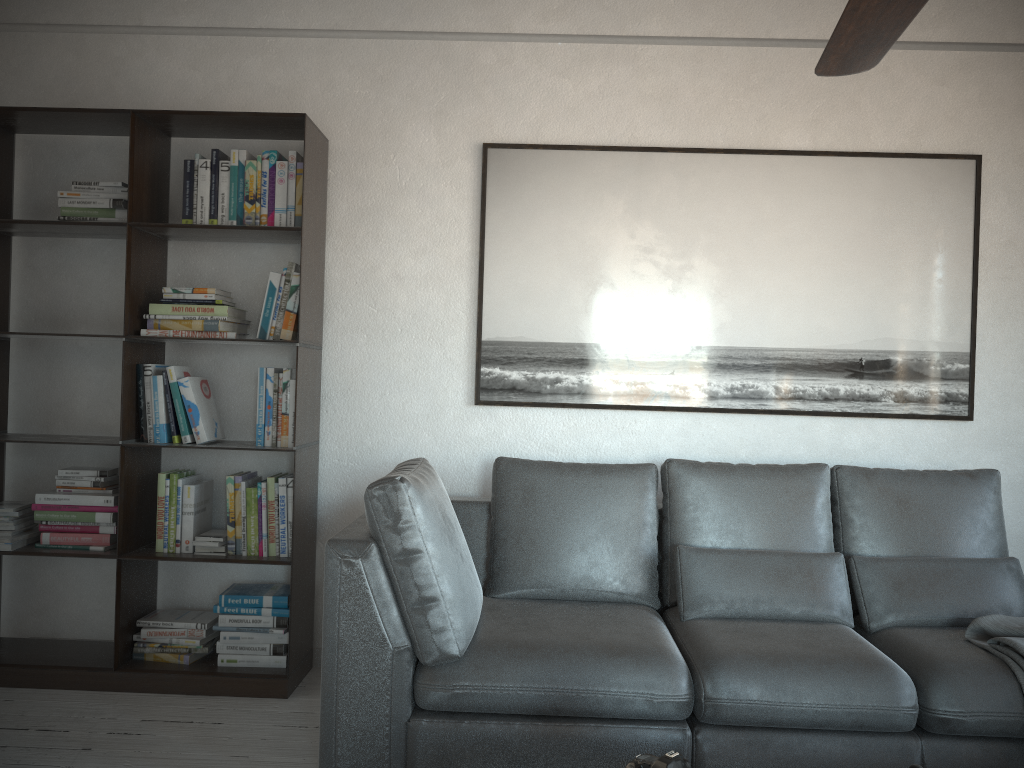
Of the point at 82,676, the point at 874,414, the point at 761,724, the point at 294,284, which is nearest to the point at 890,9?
the point at 761,724

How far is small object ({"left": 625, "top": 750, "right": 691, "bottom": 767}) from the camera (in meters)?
1.59

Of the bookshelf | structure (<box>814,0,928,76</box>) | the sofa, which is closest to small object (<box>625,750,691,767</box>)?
the sofa

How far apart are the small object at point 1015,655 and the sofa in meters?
Result: 0.0

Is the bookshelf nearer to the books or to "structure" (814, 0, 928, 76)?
the books

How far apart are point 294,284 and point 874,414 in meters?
2.3

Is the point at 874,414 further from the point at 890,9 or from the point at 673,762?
the point at 673,762

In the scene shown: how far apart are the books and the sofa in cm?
63

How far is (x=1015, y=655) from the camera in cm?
244

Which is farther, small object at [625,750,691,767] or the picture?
the picture
